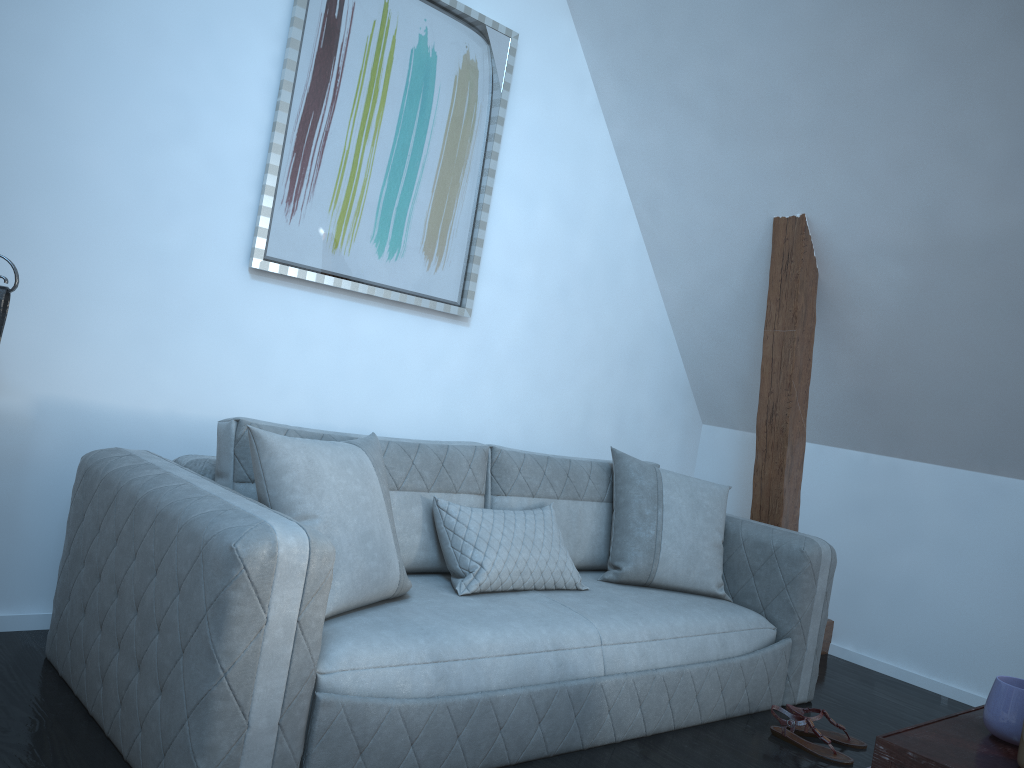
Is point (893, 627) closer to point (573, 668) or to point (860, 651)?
point (860, 651)

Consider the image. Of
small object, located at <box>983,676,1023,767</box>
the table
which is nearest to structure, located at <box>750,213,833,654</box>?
the table

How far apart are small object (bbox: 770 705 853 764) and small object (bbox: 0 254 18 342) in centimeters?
256cm

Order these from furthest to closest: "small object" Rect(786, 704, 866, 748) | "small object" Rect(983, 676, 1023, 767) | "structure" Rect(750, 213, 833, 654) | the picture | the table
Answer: "structure" Rect(750, 213, 833, 654)
the picture
"small object" Rect(786, 704, 866, 748)
"small object" Rect(983, 676, 1023, 767)
the table

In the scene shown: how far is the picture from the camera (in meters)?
3.06

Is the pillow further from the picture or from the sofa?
Answer: the picture

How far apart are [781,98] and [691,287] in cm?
110

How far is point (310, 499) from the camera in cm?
220

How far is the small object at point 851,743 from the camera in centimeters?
291cm

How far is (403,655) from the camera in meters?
2.1
